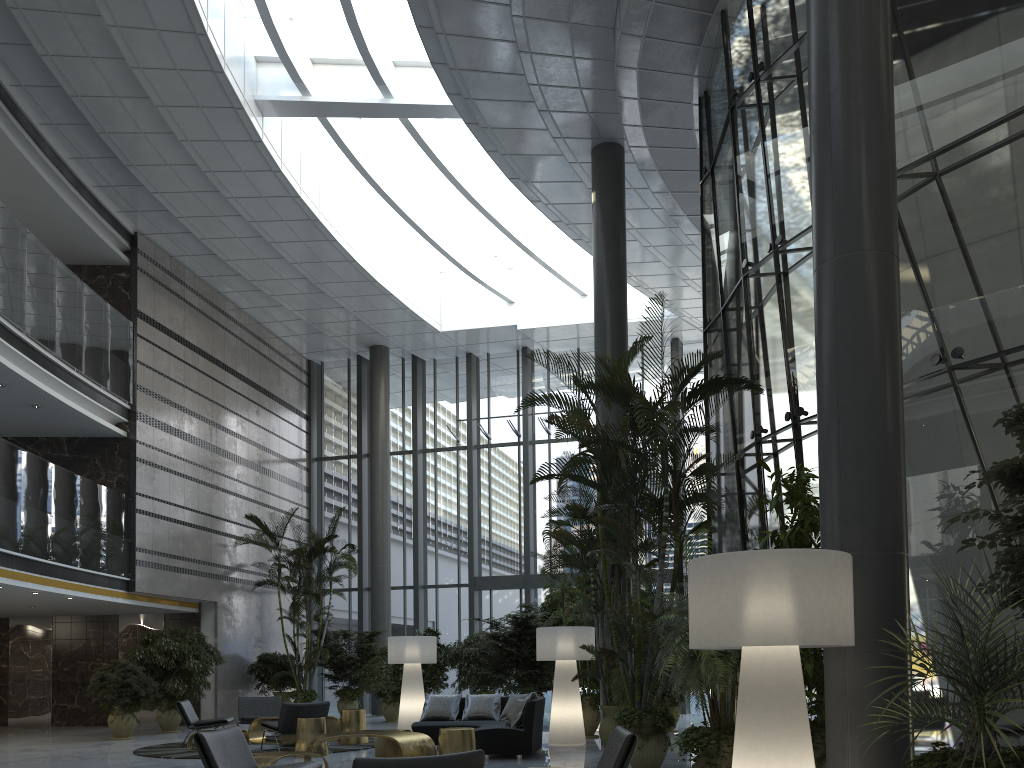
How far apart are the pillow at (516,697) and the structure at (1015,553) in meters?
7.8

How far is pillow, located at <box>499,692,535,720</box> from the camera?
10.5m

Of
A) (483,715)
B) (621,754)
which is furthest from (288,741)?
(621,754)

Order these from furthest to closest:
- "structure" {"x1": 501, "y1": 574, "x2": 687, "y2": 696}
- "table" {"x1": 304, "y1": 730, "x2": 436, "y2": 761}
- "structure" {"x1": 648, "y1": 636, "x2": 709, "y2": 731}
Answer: "structure" {"x1": 501, "y1": 574, "x2": 687, "y2": 696} → "structure" {"x1": 648, "y1": 636, "x2": 709, "y2": 731} → "table" {"x1": 304, "y1": 730, "x2": 436, "y2": 761}

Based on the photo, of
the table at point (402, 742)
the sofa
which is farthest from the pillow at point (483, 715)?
the table at point (402, 742)

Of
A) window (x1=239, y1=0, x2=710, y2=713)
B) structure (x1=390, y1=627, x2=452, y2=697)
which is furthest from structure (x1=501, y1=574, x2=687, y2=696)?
window (x1=239, y1=0, x2=710, y2=713)

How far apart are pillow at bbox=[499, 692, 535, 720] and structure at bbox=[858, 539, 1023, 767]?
7.5m

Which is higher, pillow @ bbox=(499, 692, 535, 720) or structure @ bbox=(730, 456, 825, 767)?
structure @ bbox=(730, 456, 825, 767)

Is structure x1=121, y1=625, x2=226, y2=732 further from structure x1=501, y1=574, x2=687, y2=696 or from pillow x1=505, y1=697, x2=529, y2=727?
pillow x1=505, y1=697, x2=529, y2=727

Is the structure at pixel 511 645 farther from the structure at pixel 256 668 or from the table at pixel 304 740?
the structure at pixel 256 668
